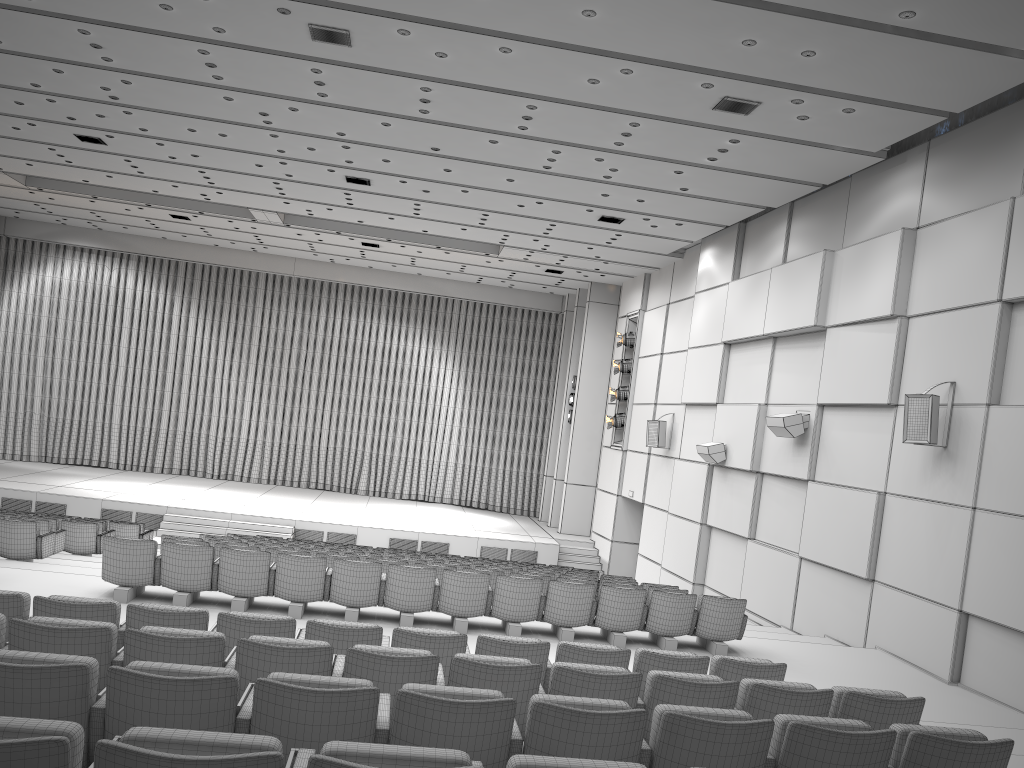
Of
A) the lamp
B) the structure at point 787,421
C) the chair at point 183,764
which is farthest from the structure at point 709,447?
the chair at point 183,764

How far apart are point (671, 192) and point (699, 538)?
6.1m

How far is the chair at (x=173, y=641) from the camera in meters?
4.3 m

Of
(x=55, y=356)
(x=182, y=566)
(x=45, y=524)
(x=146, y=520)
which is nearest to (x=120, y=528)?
(x=45, y=524)

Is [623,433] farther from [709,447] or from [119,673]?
[119,673]

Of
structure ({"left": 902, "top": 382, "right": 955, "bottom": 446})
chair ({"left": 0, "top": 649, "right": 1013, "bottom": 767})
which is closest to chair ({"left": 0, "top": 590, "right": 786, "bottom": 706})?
chair ({"left": 0, "top": 649, "right": 1013, "bottom": 767})

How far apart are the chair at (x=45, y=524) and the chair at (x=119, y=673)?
9.12m

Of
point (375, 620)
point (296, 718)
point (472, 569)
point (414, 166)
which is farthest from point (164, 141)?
point (296, 718)

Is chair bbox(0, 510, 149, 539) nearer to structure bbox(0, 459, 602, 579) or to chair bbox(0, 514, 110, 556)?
chair bbox(0, 514, 110, 556)

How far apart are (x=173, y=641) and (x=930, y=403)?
8.2 meters
